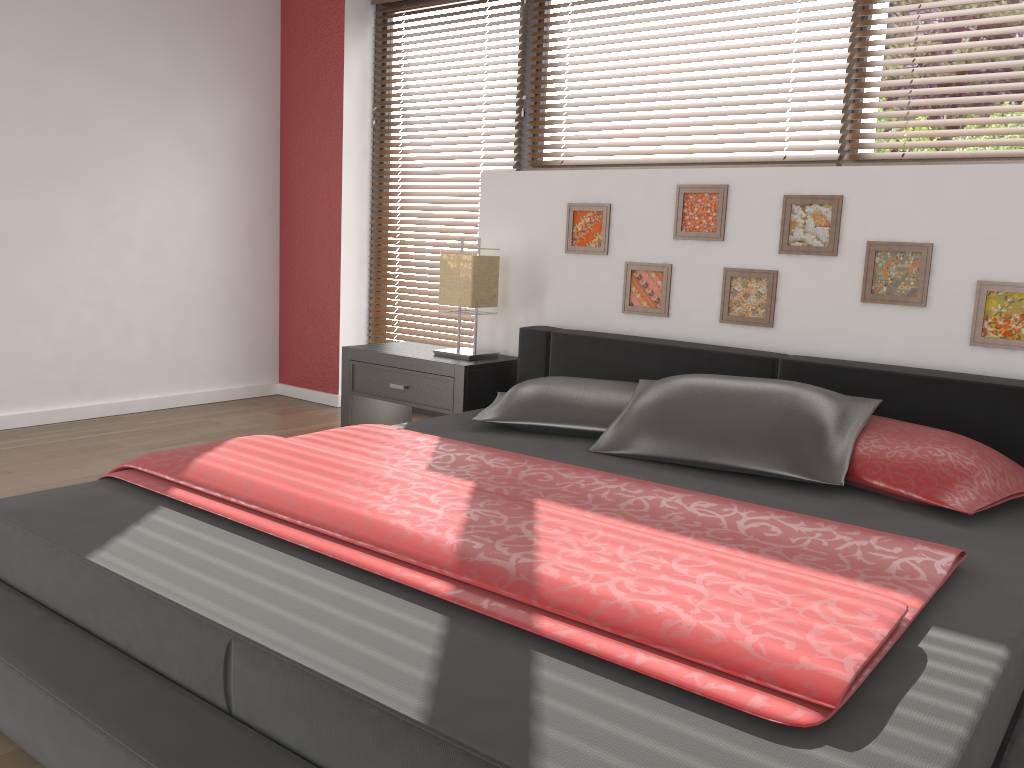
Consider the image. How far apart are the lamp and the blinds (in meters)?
0.61

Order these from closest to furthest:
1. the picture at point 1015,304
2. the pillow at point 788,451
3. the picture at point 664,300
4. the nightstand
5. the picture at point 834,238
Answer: the pillow at point 788,451 → the picture at point 1015,304 → the picture at point 834,238 → the picture at point 664,300 → the nightstand

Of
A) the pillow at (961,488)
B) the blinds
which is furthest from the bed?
the blinds

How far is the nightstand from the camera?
3.5m

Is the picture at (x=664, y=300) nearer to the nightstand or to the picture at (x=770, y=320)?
the picture at (x=770, y=320)

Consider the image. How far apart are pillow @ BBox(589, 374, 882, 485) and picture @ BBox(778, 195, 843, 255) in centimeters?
70cm

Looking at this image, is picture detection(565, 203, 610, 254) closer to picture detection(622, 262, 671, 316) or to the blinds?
picture detection(622, 262, 671, 316)

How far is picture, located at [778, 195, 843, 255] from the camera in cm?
296

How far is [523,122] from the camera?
4.06m

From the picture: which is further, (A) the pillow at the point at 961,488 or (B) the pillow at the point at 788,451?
(B) the pillow at the point at 788,451
